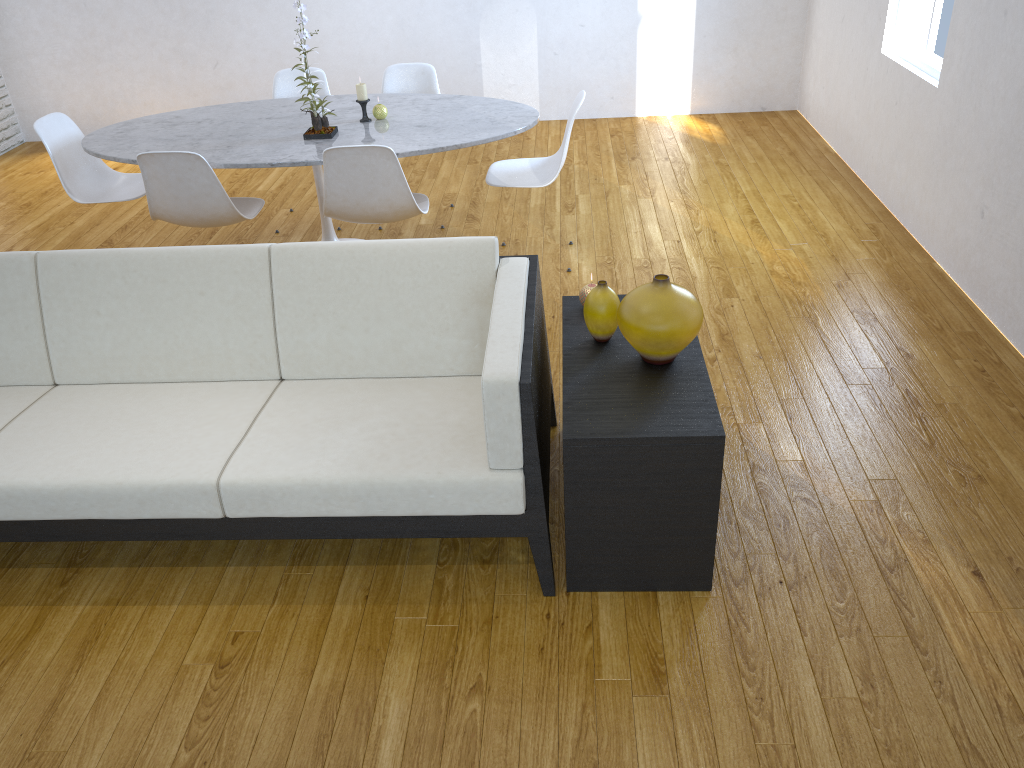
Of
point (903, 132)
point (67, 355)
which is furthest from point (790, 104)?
point (67, 355)

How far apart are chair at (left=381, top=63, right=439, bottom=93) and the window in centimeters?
222cm

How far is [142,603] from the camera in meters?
2.2

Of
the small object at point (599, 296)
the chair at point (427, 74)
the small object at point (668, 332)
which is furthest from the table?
the small object at point (668, 332)

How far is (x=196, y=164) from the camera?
3.2m

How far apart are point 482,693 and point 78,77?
5.8 meters

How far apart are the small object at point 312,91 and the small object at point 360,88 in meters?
0.2 m

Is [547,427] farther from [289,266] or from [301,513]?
[289,266]

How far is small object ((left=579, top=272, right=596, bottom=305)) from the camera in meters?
2.4 m

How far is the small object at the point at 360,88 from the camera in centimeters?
364cm
